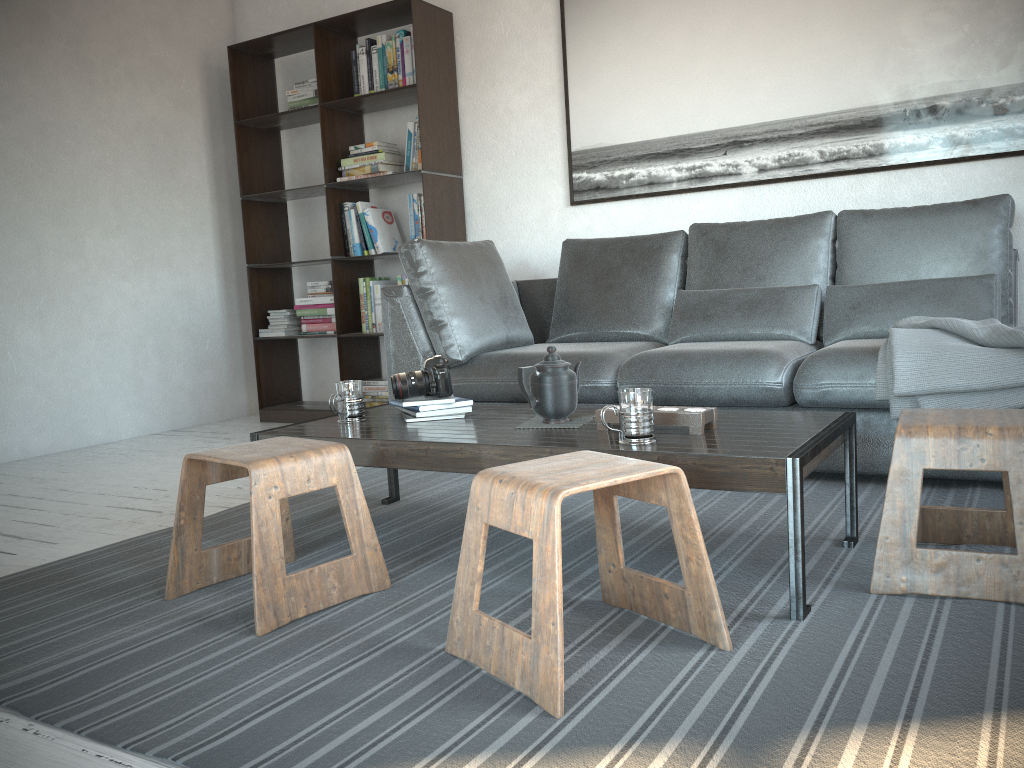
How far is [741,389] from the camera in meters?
2.9

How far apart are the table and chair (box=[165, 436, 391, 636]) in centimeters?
16cm

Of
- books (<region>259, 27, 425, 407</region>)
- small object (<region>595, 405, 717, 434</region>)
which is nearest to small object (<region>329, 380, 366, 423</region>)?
small object (<region>595, 405, 717, 434</region>)

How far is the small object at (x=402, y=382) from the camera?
2.48m

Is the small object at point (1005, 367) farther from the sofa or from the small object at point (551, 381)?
the small object at point (551, 381)

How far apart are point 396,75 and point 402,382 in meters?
2.5 m

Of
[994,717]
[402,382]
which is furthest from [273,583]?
[994,717]

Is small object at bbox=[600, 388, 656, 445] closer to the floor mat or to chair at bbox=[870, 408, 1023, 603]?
the floor mat

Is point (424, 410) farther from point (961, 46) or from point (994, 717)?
point (961, 46)

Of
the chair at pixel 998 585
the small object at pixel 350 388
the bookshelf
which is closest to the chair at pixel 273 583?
the small object at pixel 350 388
